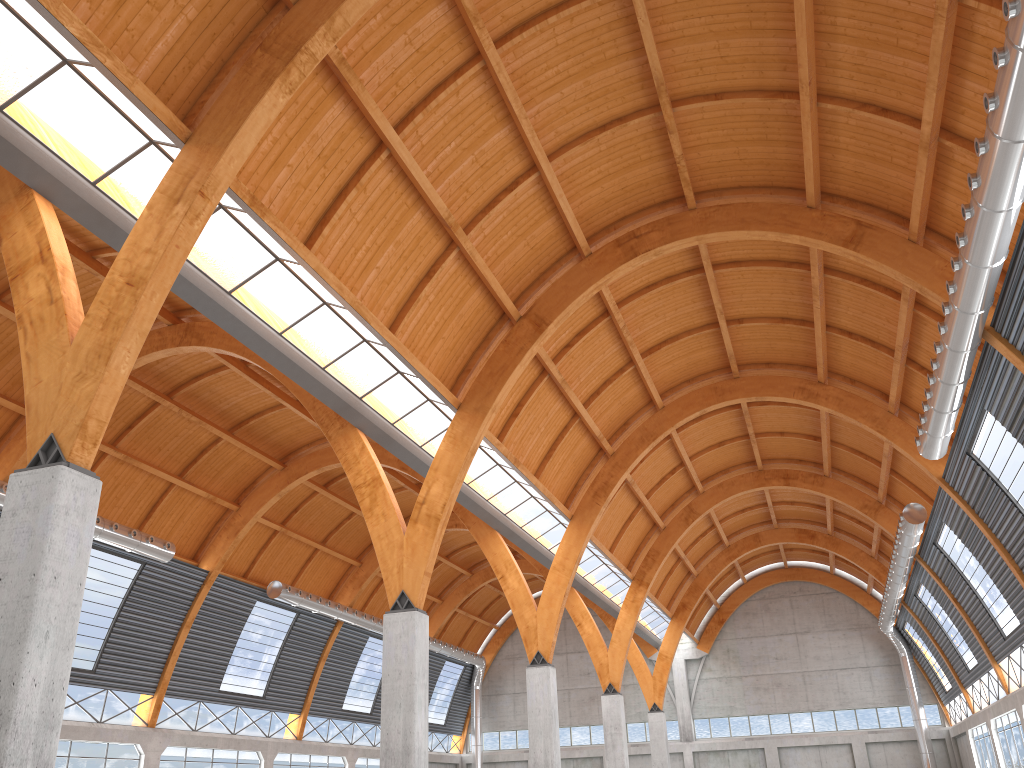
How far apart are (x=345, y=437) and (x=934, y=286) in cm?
2279

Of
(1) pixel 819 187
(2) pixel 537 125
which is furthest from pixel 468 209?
(1) pixel 819 187
